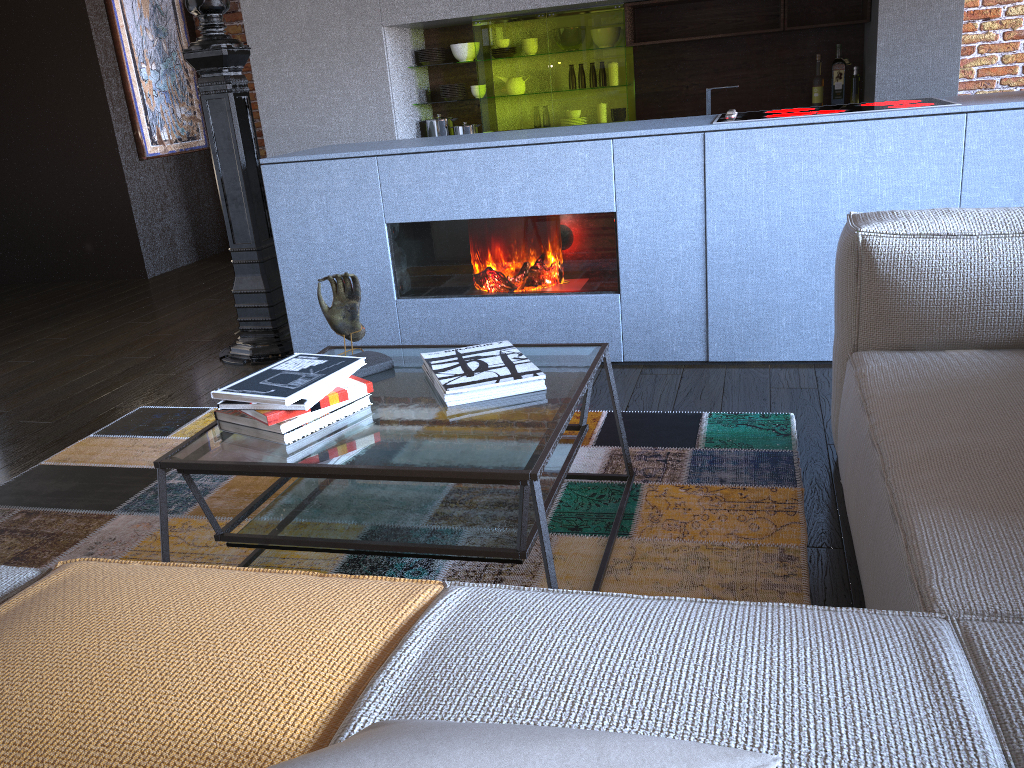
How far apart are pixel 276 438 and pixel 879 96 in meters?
4.3

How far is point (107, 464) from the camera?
2.80m

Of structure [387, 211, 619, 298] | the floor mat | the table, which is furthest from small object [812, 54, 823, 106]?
the table

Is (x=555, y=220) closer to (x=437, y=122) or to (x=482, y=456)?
(x=482, y=456)

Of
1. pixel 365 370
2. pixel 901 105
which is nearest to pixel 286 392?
pixel 365 370

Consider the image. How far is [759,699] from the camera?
0.91m

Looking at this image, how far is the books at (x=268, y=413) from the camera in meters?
1.7 m

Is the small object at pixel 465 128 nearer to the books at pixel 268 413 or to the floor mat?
the floor mat

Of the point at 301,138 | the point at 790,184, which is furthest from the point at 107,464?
the point at 301,138

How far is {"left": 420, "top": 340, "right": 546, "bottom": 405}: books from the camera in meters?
1.9 m
